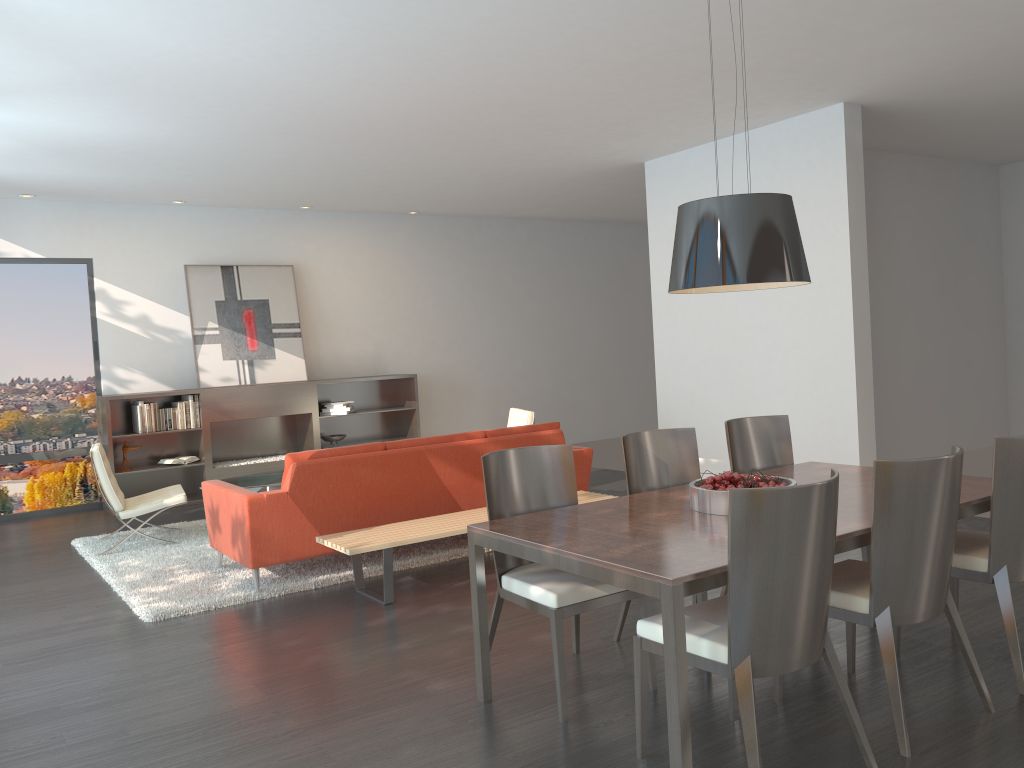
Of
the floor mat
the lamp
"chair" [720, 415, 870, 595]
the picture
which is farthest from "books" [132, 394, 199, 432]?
the lamp

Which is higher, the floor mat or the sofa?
the sofa

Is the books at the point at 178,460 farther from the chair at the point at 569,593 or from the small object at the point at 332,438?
the chair at the point at 569,593

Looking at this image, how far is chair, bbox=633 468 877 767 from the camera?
2.58m

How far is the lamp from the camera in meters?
3.3 m

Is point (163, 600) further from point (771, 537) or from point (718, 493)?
point (771, 537)

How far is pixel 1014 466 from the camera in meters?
3.4

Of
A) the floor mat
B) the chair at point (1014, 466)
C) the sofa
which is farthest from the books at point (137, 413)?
the chair at point (1014, 466)

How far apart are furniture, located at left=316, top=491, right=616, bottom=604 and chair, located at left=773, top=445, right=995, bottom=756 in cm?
230

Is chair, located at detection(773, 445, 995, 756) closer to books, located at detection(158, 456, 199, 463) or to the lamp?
the lamp
